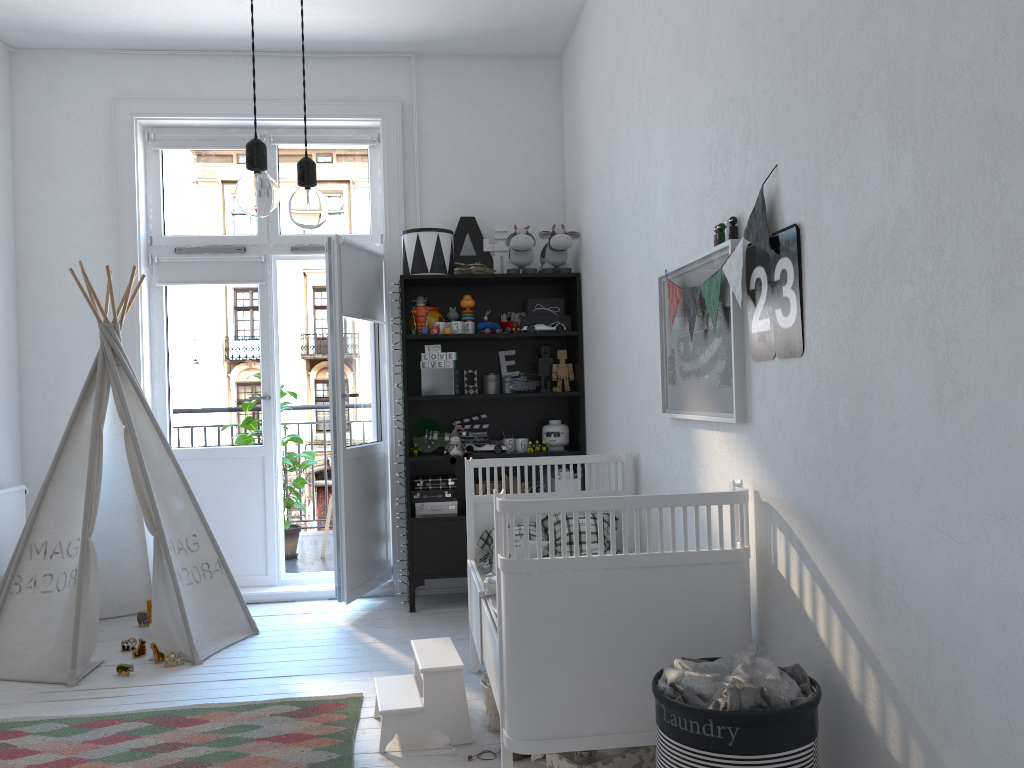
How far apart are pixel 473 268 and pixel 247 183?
3.0m

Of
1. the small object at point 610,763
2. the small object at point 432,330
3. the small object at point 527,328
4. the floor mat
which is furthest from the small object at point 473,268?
the small object at point 610,763

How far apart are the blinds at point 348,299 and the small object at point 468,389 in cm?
61

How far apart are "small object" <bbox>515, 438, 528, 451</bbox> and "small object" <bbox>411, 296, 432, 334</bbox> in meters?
0.8

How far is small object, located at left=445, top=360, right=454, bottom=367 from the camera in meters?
4.5 m

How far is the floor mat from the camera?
2.65m

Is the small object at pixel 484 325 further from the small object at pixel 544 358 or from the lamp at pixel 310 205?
the lamp at pixel 310 205

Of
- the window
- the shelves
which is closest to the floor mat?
the shelves

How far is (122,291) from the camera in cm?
460

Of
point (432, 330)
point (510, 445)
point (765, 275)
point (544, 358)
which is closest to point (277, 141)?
point (432, 330)
